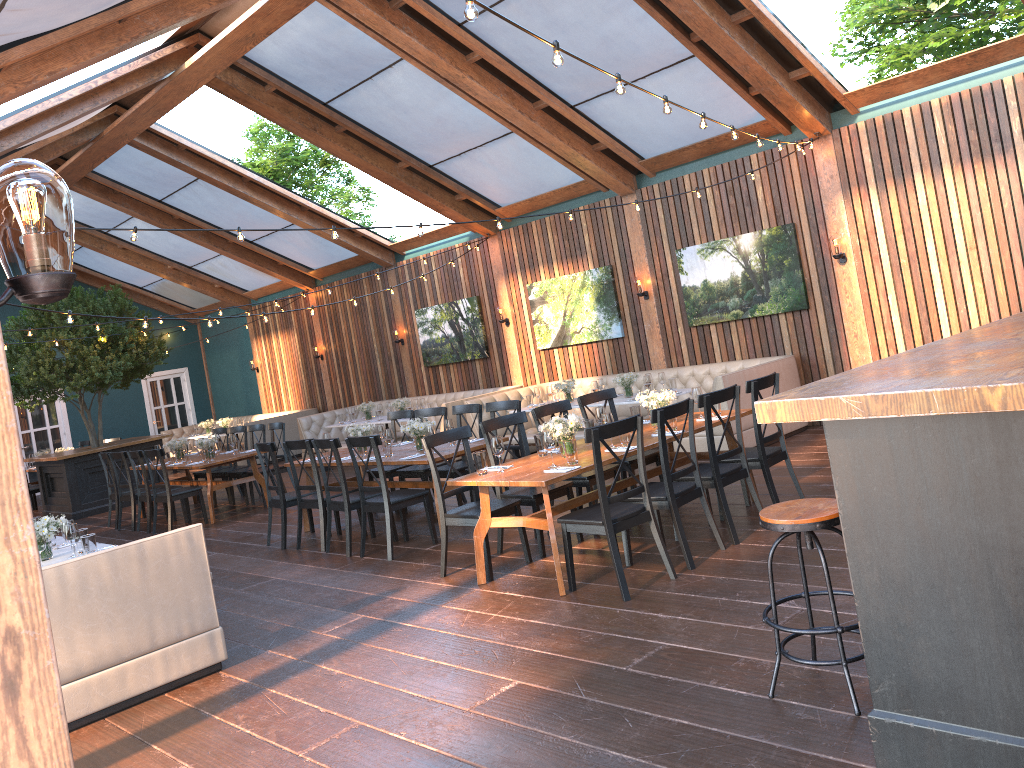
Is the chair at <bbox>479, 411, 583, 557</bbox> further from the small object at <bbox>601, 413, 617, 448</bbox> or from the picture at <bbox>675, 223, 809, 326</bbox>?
the picture at <bbox>675, 223, 809, 326</bbox>

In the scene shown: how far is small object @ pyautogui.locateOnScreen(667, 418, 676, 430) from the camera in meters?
6.6 m

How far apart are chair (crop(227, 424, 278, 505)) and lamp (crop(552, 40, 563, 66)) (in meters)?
9.14

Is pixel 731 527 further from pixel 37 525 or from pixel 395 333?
pixel 395 333

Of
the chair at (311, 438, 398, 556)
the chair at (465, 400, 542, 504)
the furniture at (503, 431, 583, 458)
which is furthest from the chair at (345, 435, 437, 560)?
the furniture at (503, 431, 583, 458)

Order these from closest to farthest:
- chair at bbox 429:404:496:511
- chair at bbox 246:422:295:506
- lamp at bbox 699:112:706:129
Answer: lamp at bbox 699:112:706:129 < chair at bbox 429:404:496:511 < chair at bbox 246:422:295:506

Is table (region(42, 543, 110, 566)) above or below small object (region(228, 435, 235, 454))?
below

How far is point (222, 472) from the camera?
12.3m

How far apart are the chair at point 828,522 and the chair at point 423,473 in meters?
5.5 m

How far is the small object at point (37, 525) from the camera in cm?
599
